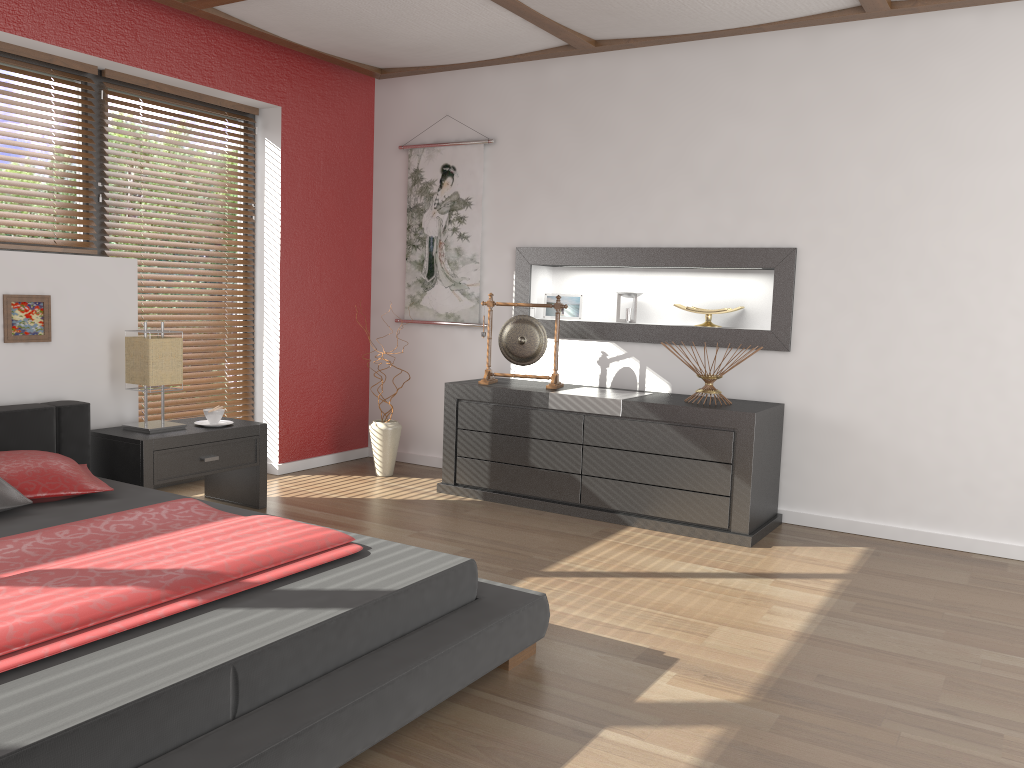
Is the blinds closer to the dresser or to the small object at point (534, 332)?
the dresser

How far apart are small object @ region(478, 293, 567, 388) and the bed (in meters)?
1.95

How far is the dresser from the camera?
4.0m

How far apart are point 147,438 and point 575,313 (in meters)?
2.44

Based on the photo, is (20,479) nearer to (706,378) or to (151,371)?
(151,371)

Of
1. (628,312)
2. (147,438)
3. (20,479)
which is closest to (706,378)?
(628,312)

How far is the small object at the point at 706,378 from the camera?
4.25m

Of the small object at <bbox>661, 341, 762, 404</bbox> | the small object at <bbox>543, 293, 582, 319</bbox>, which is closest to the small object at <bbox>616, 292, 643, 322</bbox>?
the small object at <bbox>543, 293, 582, 319</bbox>

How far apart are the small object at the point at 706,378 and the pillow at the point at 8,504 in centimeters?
288cm

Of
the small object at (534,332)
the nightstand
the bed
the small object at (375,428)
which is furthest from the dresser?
the bed
